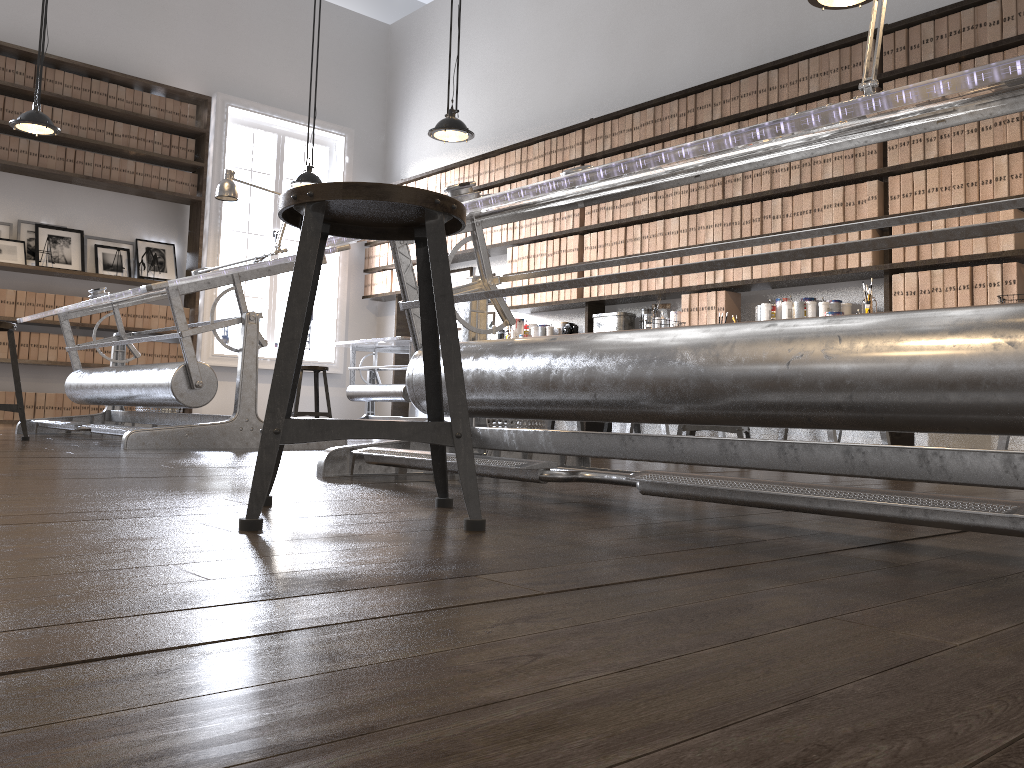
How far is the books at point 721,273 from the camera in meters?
5.7

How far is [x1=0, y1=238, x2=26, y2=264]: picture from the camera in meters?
7.0

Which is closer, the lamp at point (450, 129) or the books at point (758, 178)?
the books at point (758, 178)

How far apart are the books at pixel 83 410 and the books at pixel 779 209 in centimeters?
563cm

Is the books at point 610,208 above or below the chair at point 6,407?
above

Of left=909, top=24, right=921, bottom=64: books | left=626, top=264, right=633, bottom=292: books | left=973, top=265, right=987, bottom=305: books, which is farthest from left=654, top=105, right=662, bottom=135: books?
left=973, top=265, right=987, bottom=305: books

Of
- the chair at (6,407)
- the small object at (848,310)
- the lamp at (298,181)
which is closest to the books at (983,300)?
the small object at (848,310)

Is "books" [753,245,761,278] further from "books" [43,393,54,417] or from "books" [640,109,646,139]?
"books" [43,393,54,417]

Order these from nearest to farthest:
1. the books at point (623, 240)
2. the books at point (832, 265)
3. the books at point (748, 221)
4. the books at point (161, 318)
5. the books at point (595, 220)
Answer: the books at point (832, 265)
the books at point (748, 221)
the books at point (623, 240)
the books at point (595, 220)
the books at point (161, 318)

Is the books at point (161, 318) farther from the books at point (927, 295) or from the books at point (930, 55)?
the books at point (930, 55)
